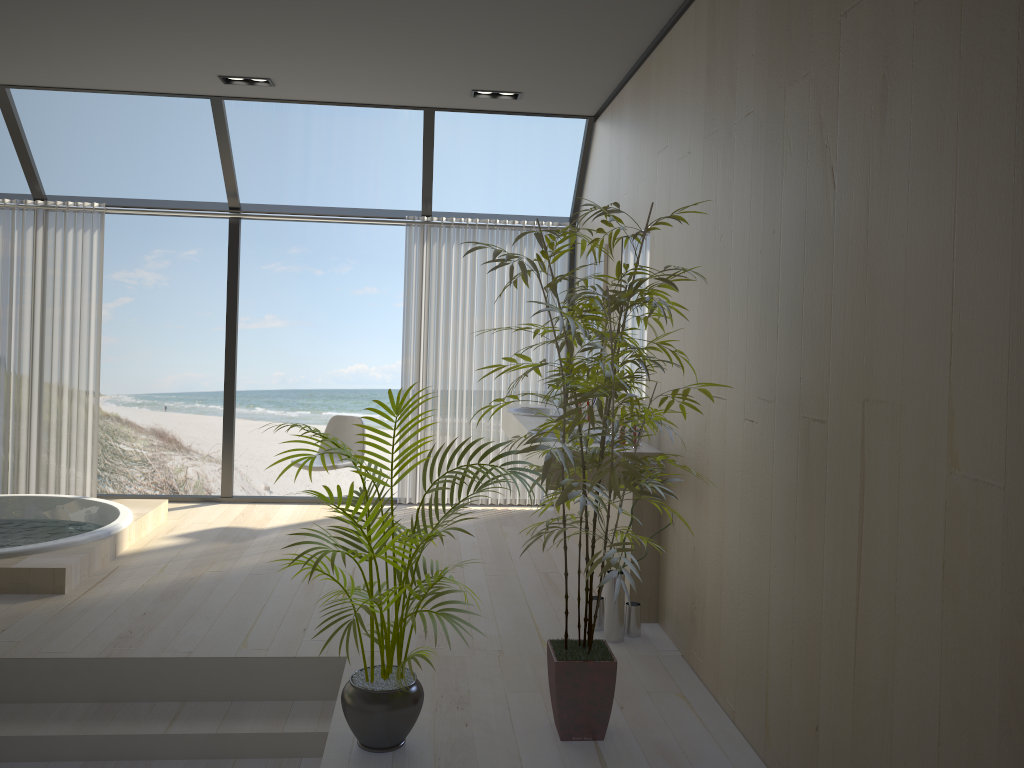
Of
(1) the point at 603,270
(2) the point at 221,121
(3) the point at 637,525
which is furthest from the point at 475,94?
(3) the point at 637,525

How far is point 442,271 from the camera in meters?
6.4 m

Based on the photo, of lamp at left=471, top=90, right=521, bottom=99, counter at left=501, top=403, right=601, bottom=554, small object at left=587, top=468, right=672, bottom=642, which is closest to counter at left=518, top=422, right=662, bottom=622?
small object at left=587, top=468, right=672, bottom=642

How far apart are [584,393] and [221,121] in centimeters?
416cm

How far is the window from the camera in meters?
5.8

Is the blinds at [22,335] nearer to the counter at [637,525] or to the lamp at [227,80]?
the lamp at [227,80]

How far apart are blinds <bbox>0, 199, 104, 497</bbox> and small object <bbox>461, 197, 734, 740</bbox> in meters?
4.3 m

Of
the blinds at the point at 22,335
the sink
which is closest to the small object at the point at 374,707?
the sink

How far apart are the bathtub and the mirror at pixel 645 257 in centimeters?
295cm

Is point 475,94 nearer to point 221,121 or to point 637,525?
point 221,121
